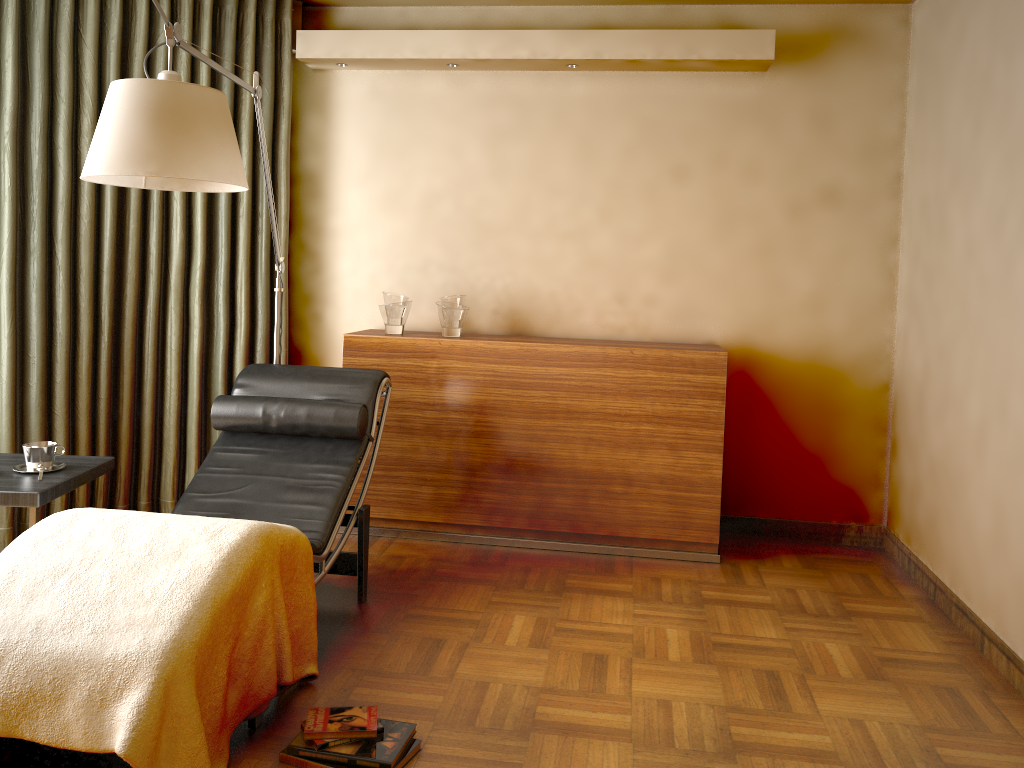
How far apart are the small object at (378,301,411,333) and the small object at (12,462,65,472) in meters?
1.6 m

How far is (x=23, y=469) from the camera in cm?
280

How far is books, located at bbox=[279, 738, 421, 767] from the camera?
2.2 meters

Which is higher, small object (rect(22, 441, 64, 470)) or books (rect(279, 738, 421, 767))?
small object (rect(22, 441, 64, 470))

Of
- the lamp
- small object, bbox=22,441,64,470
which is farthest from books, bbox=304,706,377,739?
the lamp

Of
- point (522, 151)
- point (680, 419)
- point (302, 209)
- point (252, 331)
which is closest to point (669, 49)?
point (522, 151)

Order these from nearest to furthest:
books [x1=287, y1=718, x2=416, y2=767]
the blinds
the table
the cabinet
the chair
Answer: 1. books [x1=287, y1=718, x2=416, y2=767]
2. the table
3. the chair
4. the blinds
5. the cabinet

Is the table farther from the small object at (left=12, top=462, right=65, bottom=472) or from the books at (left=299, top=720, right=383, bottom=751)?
the books at (left=299, top=720, right=383, bottom=751)

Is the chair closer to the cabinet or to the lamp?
the lamp

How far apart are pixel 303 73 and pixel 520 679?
3.1m
